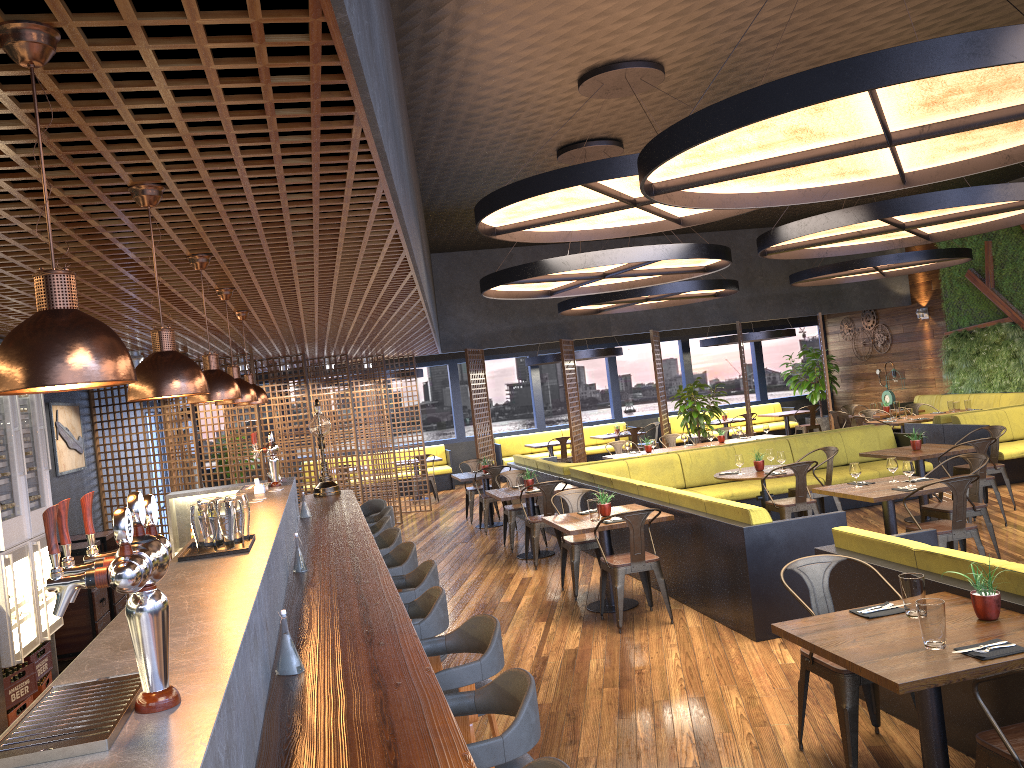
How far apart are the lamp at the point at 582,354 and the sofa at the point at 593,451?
1.96m

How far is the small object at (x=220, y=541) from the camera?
3.7 meters

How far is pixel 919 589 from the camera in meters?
3.8

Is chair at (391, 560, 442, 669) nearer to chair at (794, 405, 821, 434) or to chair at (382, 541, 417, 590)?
chair at (382, 541, 417, 590)

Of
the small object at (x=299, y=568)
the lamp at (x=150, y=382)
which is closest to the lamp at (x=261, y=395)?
the small object at (x=299, y=568)

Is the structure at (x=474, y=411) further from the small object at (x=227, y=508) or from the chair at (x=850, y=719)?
the small object at (x=227, y=508)

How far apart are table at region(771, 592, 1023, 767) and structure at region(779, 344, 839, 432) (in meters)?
16.33

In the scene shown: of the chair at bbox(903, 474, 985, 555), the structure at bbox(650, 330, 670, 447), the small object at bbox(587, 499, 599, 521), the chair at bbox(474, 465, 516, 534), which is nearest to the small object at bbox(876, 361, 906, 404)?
the structure at bbox(650, 330, 670, 447)

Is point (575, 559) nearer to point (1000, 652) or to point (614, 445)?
point (1000, 652)

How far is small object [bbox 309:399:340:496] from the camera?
→ 8.4m
